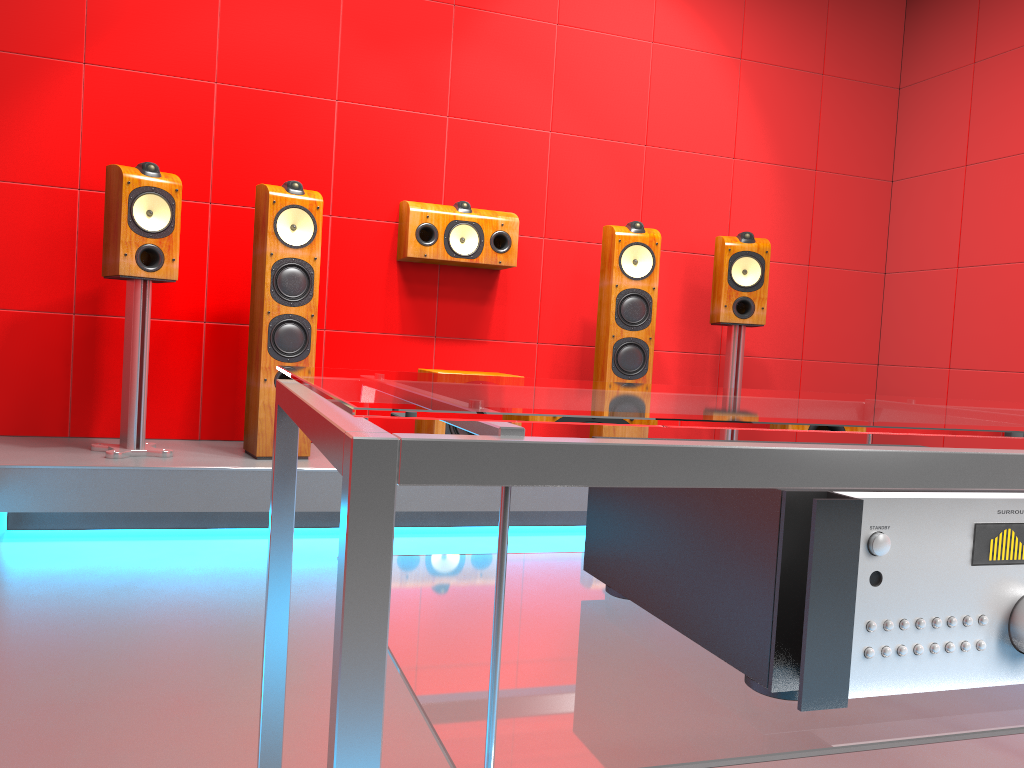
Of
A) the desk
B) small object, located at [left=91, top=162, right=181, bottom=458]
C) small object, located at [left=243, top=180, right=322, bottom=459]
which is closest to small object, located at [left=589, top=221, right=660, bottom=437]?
small object, located at [left=243, top=180, right=322, bottom=459]

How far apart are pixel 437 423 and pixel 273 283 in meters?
0.8 m

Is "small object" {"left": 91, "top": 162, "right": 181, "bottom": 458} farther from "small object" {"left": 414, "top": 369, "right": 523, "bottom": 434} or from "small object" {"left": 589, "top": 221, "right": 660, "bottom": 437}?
"small object" {"left": 589, "top": 221, "right": 660, "bottom": 437}

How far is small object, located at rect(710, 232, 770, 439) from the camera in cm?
394

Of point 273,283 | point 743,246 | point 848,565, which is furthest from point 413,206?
point 848,565

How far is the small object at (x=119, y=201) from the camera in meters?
3.1

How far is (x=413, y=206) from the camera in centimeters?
378cm

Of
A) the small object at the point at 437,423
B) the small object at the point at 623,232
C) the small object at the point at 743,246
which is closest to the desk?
the small object at the point at 437,423

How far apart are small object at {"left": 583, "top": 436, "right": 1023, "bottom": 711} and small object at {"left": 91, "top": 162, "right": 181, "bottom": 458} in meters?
2.6 m

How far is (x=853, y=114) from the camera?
4.72m
